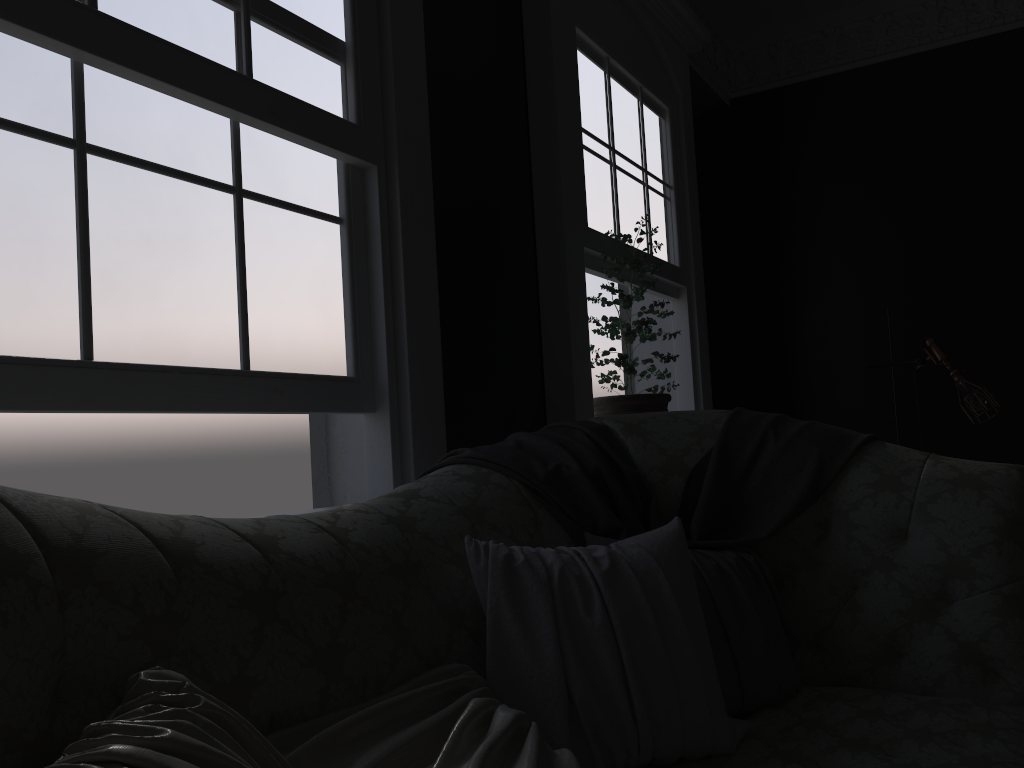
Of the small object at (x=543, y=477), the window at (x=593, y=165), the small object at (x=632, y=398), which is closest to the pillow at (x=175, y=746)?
the small object at (x=543, y=477)

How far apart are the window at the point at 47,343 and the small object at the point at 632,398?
1.47m

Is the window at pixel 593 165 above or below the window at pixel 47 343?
above

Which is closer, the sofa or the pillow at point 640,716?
the sofa

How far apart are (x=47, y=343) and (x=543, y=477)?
1.1m

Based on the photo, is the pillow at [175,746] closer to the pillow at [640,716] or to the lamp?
the pillow at [640,716]

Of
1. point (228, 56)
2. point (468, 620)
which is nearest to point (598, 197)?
point (228, 56)

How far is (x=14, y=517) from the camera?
1.03m

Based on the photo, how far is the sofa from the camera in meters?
1.0 m

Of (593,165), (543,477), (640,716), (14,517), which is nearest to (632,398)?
(593,165)
